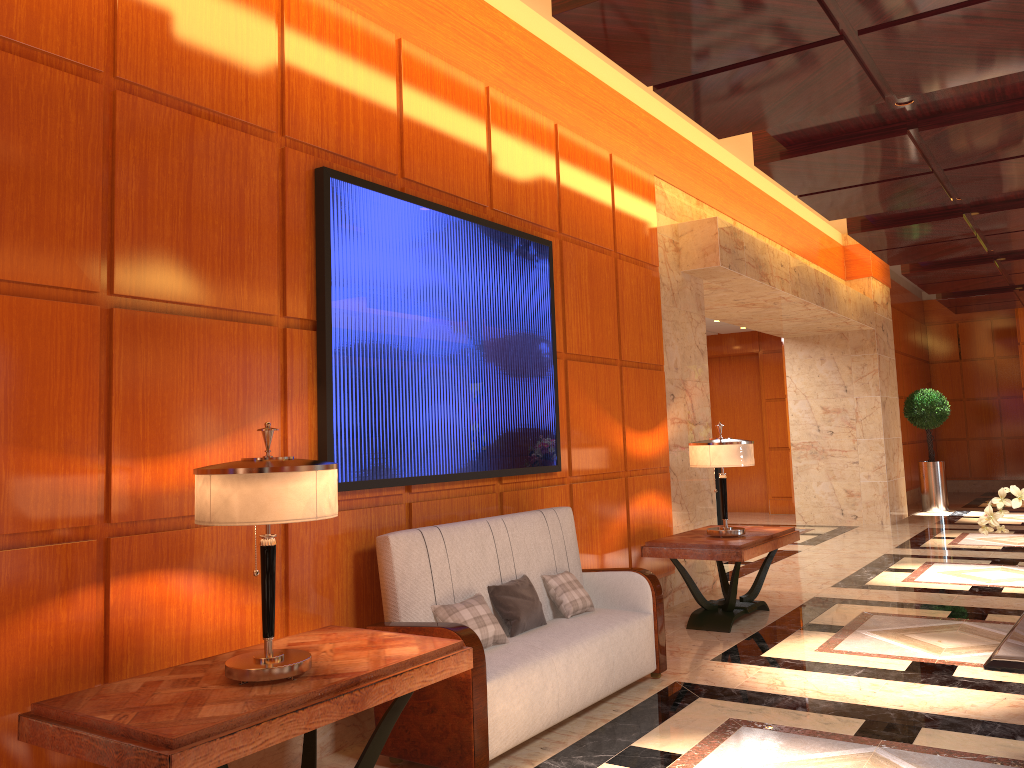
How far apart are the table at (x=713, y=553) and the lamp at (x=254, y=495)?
3.57m

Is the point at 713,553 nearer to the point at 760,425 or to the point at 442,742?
the point at 442,742

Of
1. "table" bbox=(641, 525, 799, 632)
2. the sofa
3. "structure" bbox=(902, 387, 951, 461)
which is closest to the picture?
the sofa

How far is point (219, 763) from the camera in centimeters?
234cm

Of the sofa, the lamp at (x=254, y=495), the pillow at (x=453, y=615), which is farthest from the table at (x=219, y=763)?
the pillow at (x=453, y=615)

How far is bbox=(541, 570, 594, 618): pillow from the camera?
4.66m

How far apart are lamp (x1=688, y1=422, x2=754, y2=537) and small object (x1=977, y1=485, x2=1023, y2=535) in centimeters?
257cm

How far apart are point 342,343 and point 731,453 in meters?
3.2

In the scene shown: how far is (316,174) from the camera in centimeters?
397cm

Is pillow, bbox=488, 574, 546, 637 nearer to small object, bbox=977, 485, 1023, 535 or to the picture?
the picture
